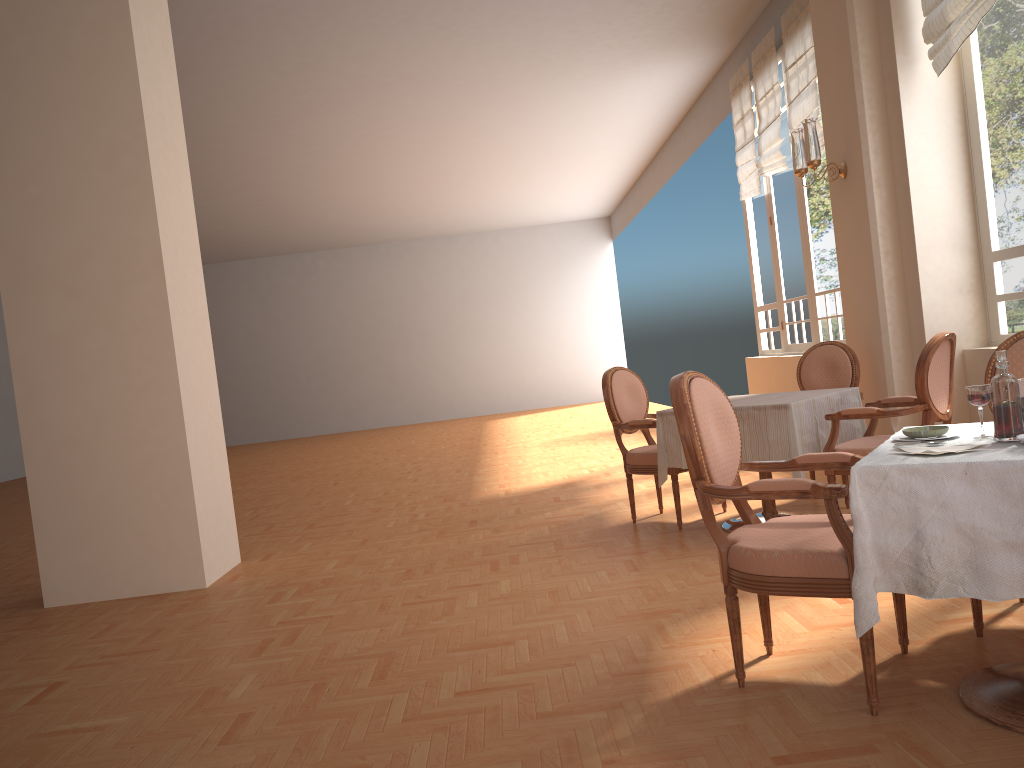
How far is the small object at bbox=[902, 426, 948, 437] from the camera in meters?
2.4 m

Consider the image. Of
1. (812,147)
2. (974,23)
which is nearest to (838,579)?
(974,23)

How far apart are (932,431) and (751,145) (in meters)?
6.79

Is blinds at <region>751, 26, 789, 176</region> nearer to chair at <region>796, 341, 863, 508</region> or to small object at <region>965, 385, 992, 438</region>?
chair at <region>796, 341, 863, 508</region>

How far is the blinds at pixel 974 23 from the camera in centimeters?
438cm

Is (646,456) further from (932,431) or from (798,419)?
(932,431)

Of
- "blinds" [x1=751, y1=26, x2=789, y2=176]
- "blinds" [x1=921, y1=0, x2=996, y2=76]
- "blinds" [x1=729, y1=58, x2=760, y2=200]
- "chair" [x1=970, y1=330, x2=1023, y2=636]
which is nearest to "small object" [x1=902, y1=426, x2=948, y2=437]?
"chair" [x1=970, y1=330, x2=1023, y2=636]

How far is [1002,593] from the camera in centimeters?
194cm

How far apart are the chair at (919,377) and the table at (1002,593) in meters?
1.5

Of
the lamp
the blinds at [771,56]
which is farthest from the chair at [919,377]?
the blinds at [771,56]
